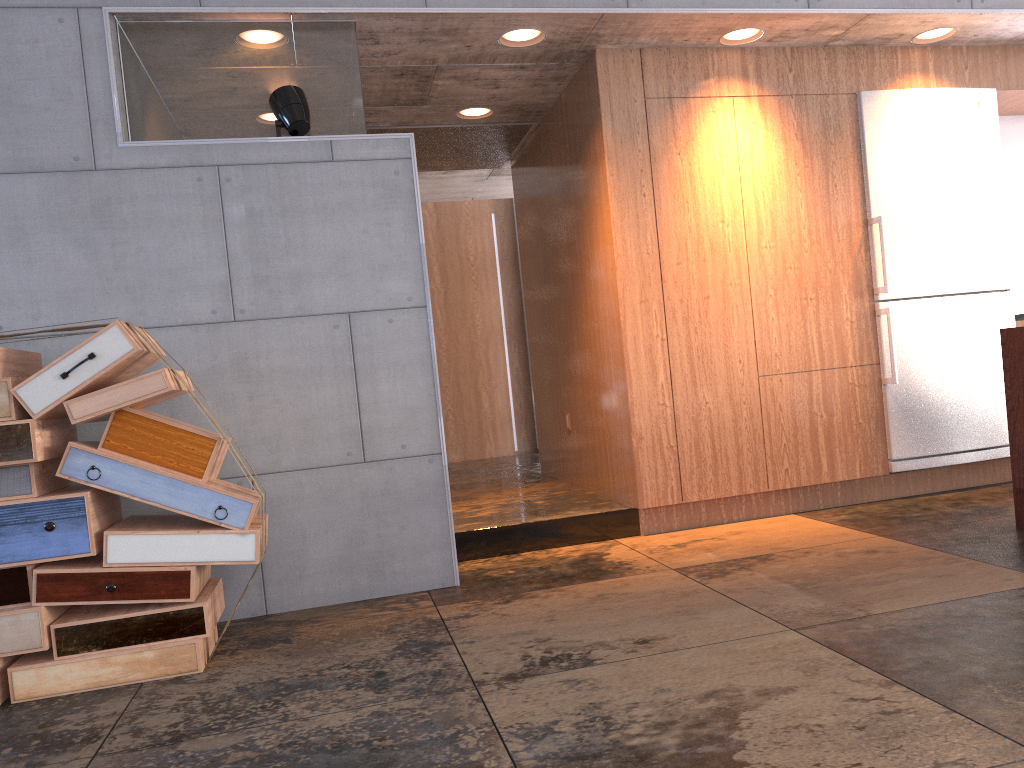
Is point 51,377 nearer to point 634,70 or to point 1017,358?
point 634,70

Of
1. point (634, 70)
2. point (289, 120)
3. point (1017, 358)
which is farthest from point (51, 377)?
point (1017, 358)

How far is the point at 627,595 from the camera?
3.7 meters

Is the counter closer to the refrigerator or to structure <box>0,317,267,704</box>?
the refrigerator

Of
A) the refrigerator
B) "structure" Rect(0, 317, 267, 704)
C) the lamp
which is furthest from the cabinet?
"structure" Rect(0, 317, 267, 704)

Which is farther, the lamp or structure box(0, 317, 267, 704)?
the lamp

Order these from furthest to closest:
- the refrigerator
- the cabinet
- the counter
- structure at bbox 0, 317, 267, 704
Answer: the refrigerator, the cabinet, the counter, structure at bbox 0, 317, 267, 704

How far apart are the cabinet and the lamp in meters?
1.7

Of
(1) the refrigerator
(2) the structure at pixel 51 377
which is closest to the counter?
(1) the refrigerator

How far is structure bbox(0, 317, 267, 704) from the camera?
3.1m
